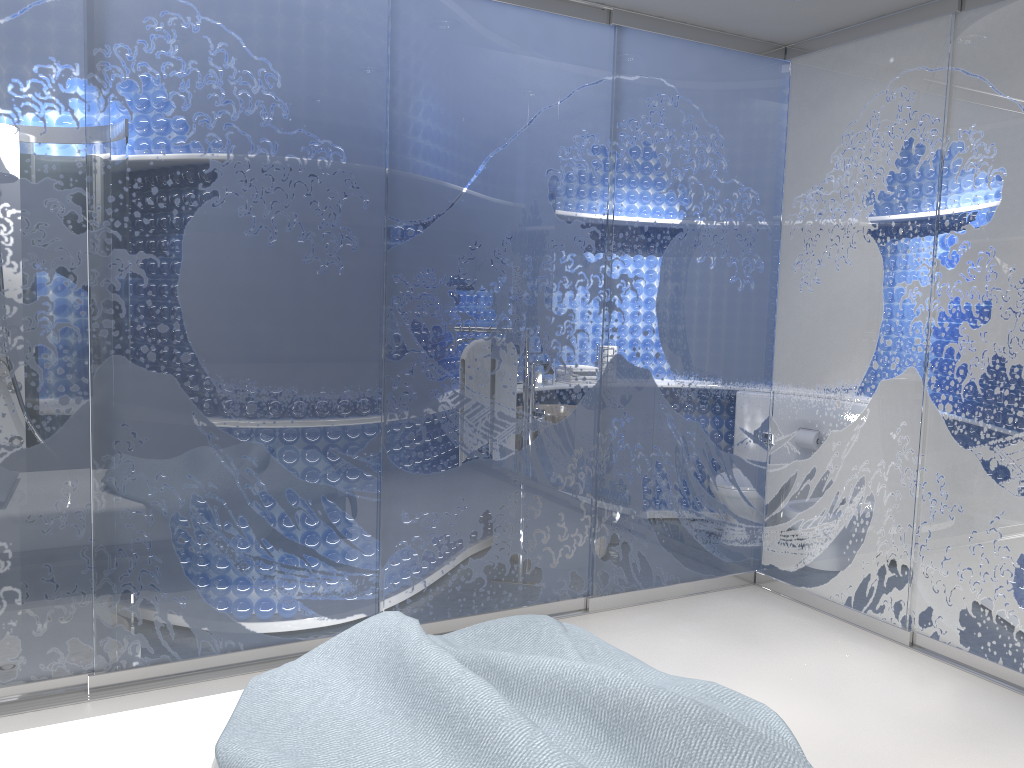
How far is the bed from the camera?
1.9m

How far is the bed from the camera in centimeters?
187cm

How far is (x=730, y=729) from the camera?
1.9 meters
